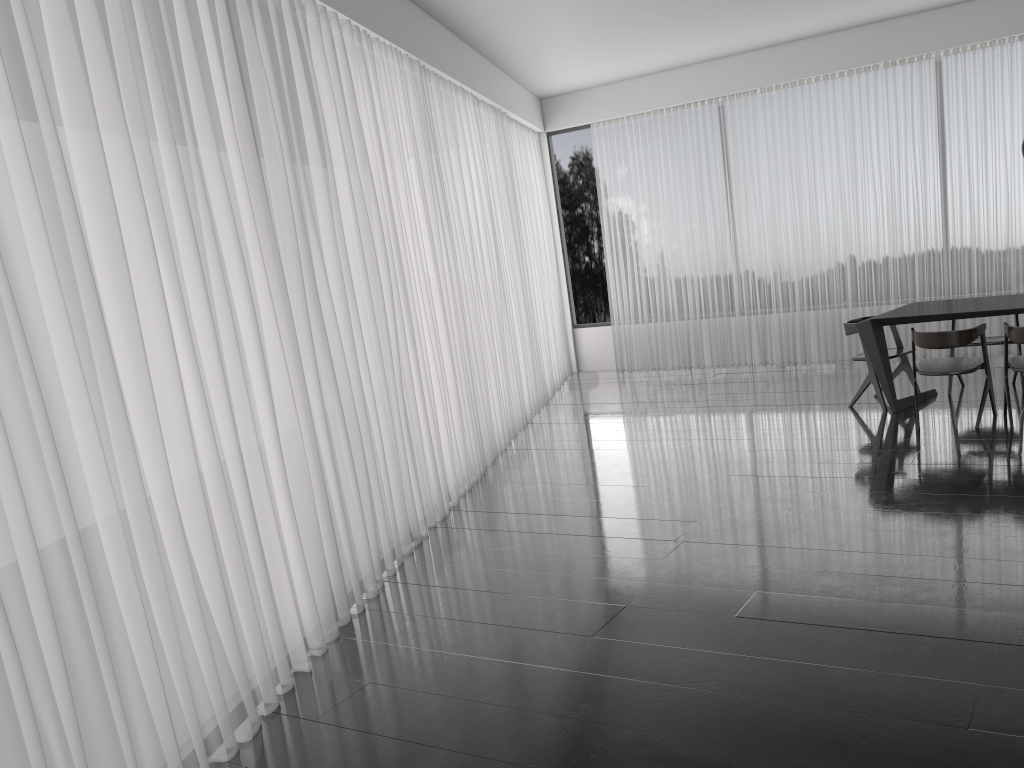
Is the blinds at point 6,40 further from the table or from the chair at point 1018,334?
the chair at point 1018,334

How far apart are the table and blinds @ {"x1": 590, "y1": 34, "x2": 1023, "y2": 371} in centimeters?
171cm

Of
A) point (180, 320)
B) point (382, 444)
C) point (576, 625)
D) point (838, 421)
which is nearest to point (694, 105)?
point (838, 421)

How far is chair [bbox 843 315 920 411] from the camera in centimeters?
639cm

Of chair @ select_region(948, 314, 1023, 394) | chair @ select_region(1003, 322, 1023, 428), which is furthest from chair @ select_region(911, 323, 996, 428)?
chair @ select_region(948, 314, 1023, 394)

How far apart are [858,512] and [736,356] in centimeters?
519cm

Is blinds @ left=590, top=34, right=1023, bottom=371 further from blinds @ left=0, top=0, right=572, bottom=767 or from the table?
the table

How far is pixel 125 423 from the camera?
2.7m

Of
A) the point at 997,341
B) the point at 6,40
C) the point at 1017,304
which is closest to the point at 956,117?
the point at 997,341

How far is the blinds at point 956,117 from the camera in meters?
7.8 m
